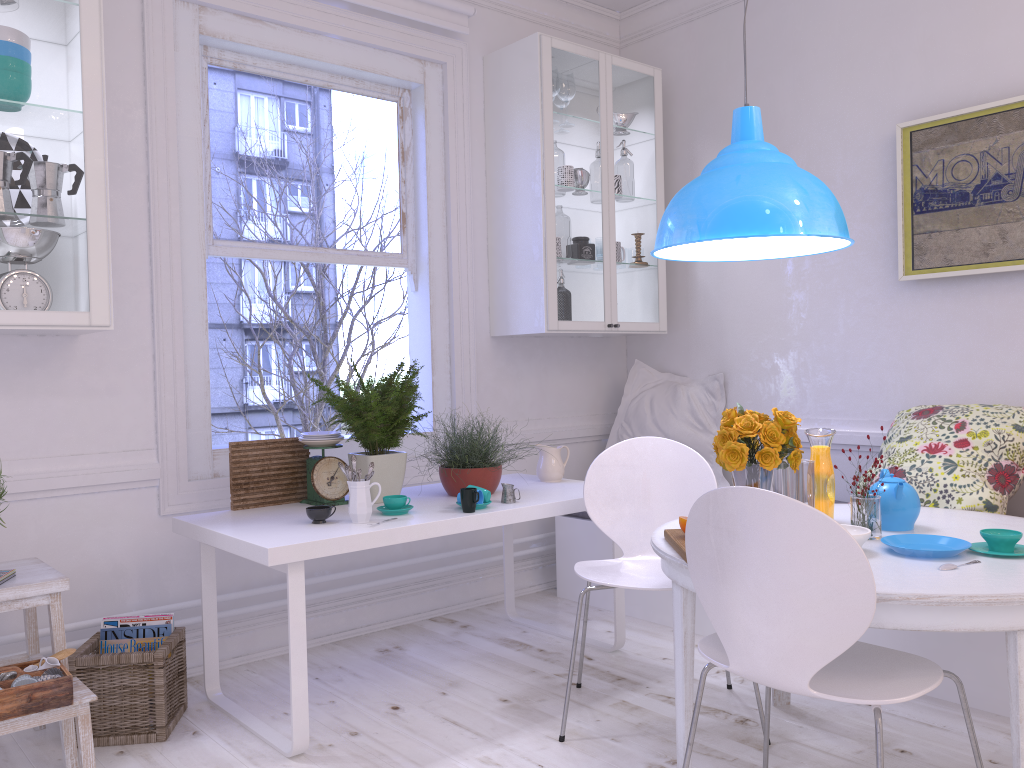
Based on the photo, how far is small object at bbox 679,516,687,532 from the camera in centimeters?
221cm

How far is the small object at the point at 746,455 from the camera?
2.3m

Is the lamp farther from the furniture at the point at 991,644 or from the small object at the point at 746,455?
the furniture at the point at 991,644

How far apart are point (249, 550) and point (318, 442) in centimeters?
67cm

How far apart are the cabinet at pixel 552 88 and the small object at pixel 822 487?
1.6 meters

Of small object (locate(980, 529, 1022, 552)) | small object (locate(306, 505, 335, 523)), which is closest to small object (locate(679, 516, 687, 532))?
small object (locate(980, 529, 1022, 552))

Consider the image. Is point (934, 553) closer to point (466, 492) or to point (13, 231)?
point (466, 492)

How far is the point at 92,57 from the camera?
2.68m

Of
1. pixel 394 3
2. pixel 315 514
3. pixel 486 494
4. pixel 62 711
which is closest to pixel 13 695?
pixel 62 711

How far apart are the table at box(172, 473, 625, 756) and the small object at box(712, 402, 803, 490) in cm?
79
